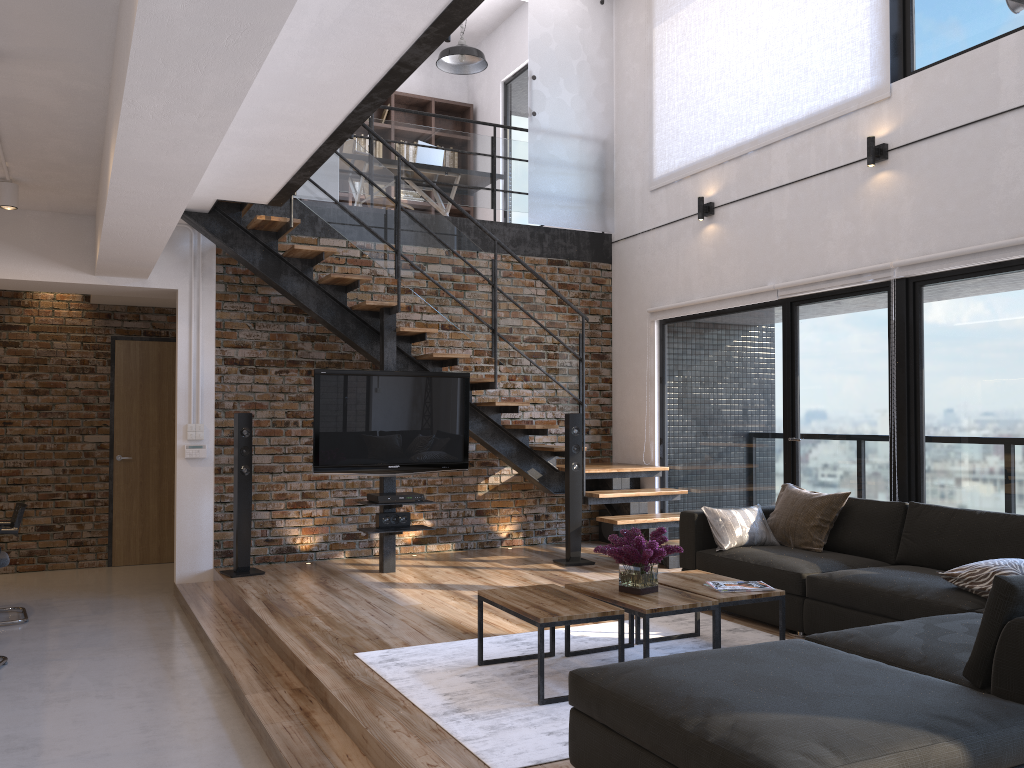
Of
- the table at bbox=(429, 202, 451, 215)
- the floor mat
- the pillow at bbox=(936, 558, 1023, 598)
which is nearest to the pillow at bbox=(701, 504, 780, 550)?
the floor mat

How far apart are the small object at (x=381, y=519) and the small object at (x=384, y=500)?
0.1m

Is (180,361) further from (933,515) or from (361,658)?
(933,515)

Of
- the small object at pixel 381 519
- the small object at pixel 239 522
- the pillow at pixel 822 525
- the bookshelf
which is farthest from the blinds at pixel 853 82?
the small object at pixel 239 522

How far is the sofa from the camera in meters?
2.2 m

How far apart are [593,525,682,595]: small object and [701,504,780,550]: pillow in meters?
1.2 m

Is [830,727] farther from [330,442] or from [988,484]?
[330,442]

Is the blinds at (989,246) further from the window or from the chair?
the chair

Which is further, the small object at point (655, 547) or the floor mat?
the small object at point (655, 547)

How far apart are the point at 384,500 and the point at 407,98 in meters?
6.6
